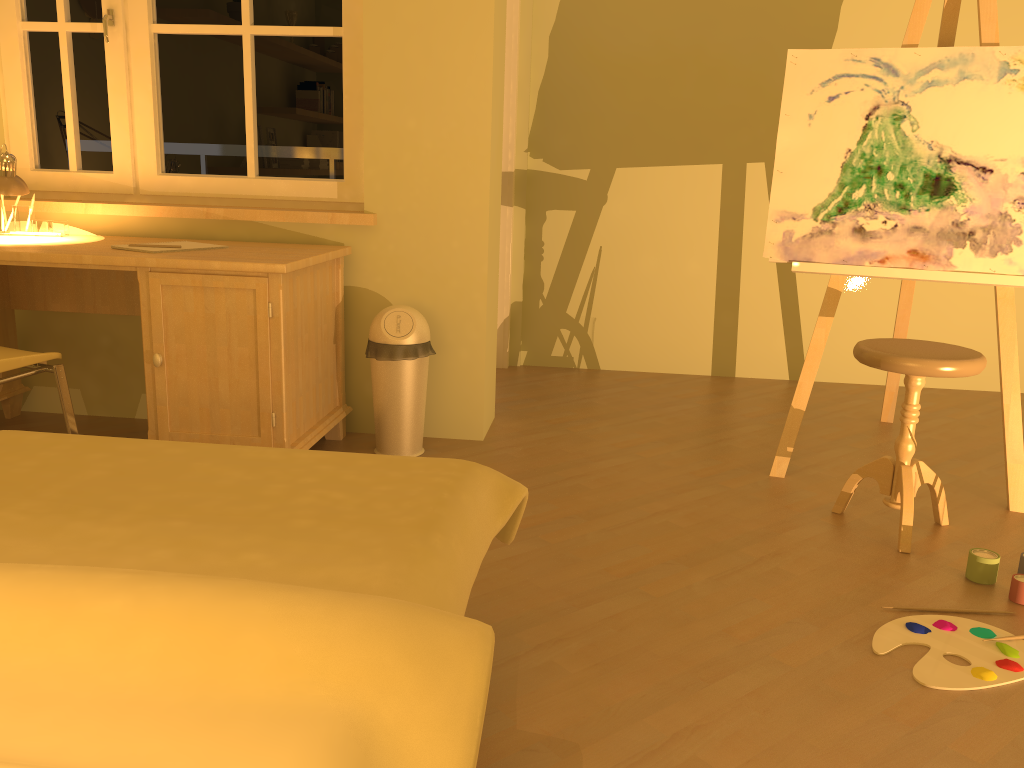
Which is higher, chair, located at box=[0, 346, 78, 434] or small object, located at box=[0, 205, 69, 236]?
small object, located at box=[0, 205, 69, 236]

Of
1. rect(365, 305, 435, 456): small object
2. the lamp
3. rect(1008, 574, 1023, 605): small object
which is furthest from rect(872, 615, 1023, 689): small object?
the lamp

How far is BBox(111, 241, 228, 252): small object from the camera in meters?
2.9

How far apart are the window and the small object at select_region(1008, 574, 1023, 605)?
2.5m

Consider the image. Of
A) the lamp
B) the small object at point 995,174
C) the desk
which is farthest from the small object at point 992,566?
the lamp

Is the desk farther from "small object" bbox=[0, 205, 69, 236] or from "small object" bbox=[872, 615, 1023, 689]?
Result: "small object" bbox=[872, 615, 1023, 689]

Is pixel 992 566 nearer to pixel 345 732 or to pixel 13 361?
pixel 345 732

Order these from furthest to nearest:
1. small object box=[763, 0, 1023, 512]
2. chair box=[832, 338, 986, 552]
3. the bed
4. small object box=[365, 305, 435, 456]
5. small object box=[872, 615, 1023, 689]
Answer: small object box=[365, 305, 435, 456]
small object box=[763, 0, 1023, 512]
chair box=[832, 338, 986, 552]
small object box=[872, 615, 1023, 689]
the bed

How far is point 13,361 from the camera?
2.50m

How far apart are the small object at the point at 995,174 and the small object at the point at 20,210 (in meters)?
2.52
